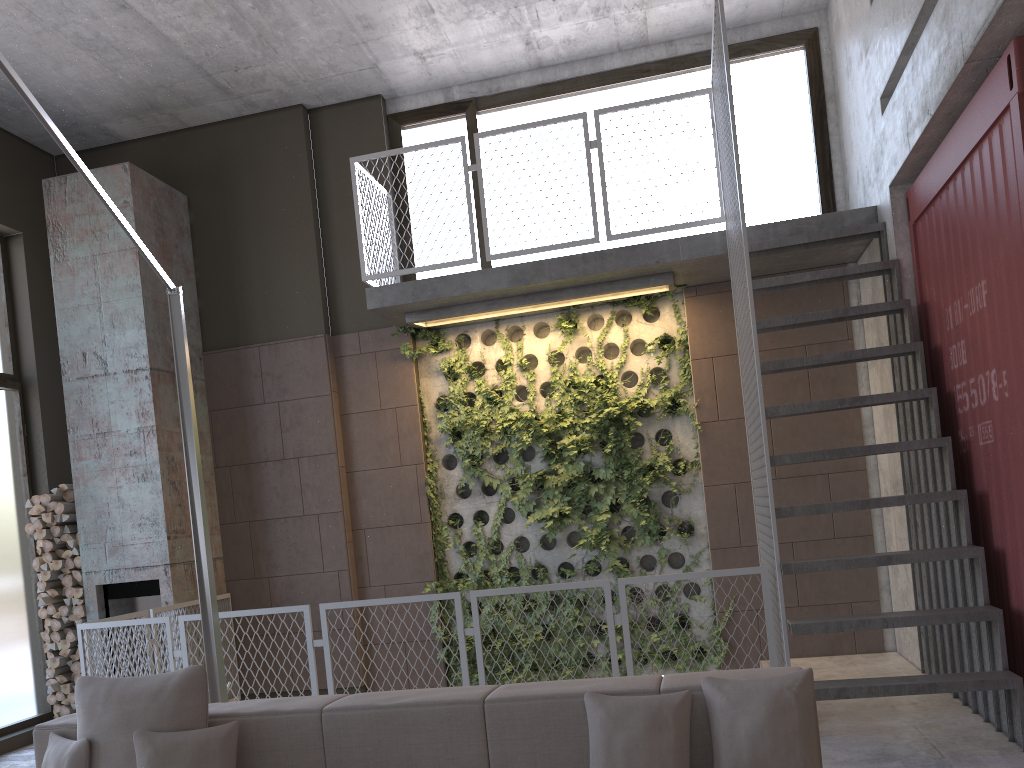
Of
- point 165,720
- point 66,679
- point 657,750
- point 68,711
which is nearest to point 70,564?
point 66,679

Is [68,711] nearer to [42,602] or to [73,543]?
[42,602]

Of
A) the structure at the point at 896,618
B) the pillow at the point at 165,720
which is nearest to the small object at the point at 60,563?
the structure at the point at 896,618

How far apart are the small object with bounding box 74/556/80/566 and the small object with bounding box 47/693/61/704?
1.1m

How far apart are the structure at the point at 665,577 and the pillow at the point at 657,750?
2.1 meters

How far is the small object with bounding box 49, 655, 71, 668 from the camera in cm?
694

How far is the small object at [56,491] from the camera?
7.1 meters

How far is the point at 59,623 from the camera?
7.0 meters

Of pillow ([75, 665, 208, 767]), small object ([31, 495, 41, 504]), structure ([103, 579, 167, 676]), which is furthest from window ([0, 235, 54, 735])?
pillow ([75, 665, 208, 767])

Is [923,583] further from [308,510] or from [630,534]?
[308,510]
